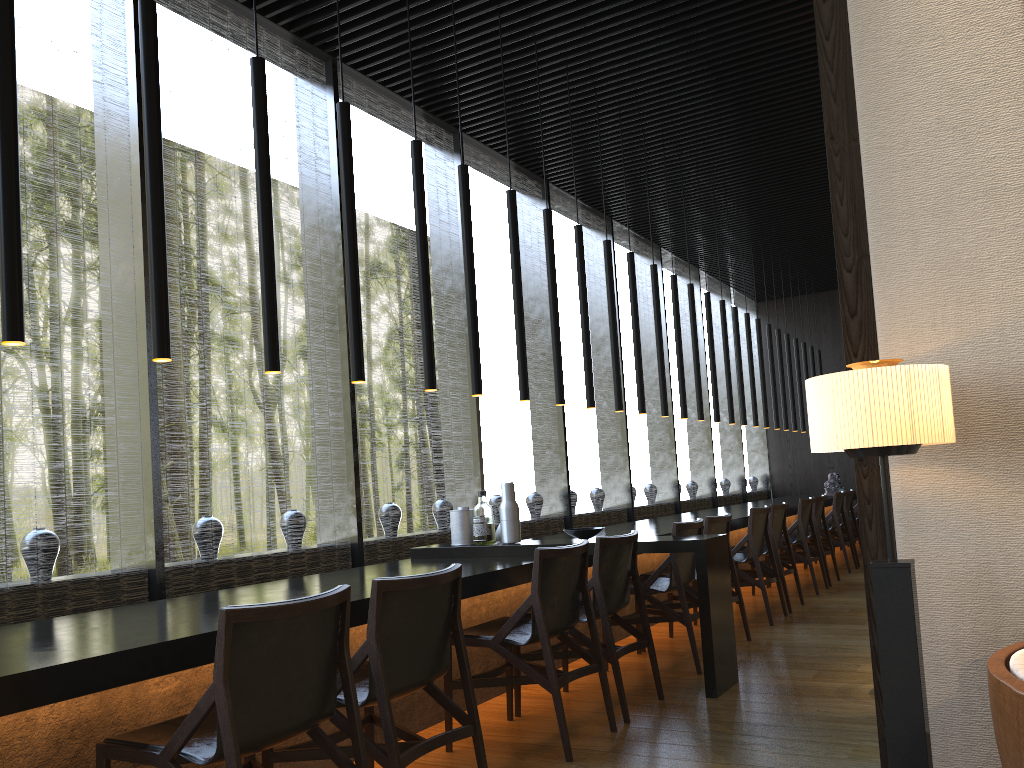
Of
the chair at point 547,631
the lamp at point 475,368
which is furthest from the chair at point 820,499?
the chair at point 547,631

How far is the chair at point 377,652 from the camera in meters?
2.6 m

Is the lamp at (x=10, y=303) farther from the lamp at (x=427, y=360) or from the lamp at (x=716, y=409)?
the lamp at (x=716, y=409)

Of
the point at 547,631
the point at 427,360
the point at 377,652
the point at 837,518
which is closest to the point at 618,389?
the point at 427,360

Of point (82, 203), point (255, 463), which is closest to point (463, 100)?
point (82, 203)

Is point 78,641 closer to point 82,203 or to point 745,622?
point 82,203

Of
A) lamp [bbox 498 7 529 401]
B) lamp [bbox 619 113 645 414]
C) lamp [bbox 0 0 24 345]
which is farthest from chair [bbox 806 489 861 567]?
lamp [bbox 0 0 24 345]

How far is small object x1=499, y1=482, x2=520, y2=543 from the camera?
4.93m

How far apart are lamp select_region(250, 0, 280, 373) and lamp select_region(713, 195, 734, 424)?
6.27m

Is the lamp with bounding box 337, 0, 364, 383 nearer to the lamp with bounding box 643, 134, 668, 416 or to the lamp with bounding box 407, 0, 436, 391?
the lamp with bounding box 407, 0, 436, 391
